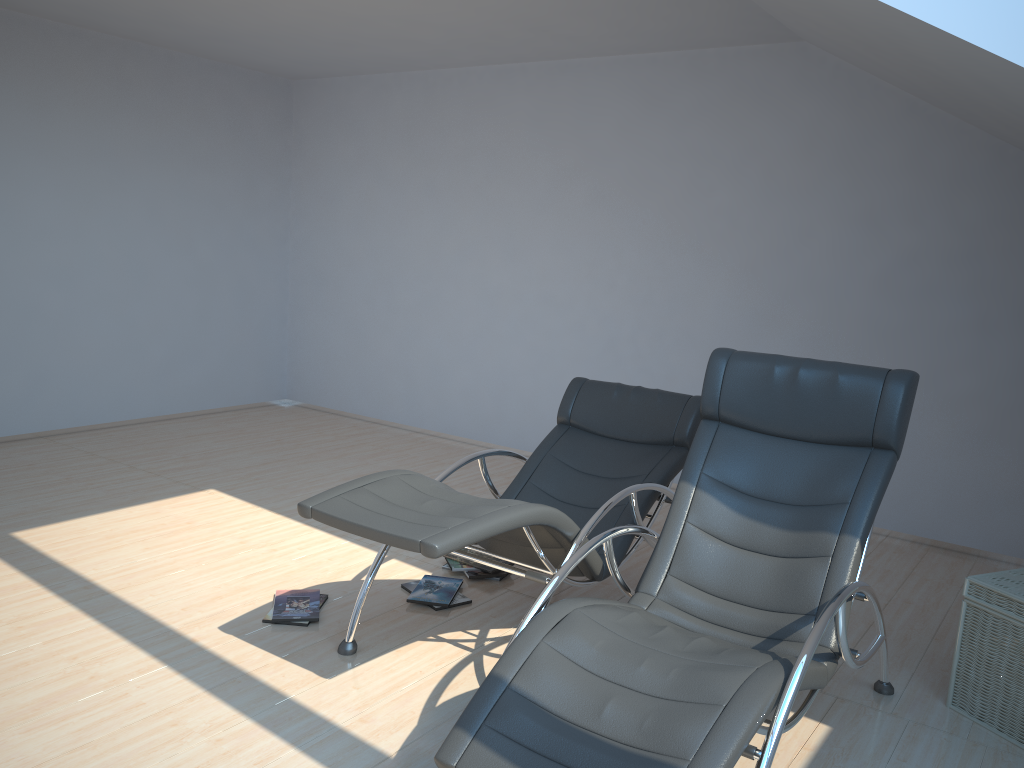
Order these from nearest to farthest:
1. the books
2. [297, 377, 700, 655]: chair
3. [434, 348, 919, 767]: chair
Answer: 1. [434, 348, 919, 767]: chair
2. [297, 377, 700, 655]: chair
3. the books

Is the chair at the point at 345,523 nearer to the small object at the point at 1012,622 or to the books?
the books

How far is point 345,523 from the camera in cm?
288

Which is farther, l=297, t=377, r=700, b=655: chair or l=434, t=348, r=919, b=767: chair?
l=297, t=377, r=700, b=655: chair

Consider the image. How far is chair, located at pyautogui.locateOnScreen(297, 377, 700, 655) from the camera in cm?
288

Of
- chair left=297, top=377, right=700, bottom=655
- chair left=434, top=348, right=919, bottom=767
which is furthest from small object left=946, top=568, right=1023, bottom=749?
chair left=297, top=377, right=700, bottom=655

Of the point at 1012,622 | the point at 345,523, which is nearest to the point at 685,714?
the point at 345,523

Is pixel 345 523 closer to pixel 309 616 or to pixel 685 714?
pixel 309 616

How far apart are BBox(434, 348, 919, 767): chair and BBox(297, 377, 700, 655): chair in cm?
22

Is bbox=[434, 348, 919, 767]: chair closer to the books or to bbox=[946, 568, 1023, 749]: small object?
bbox=[946, 568, 1023, 749]: small object
